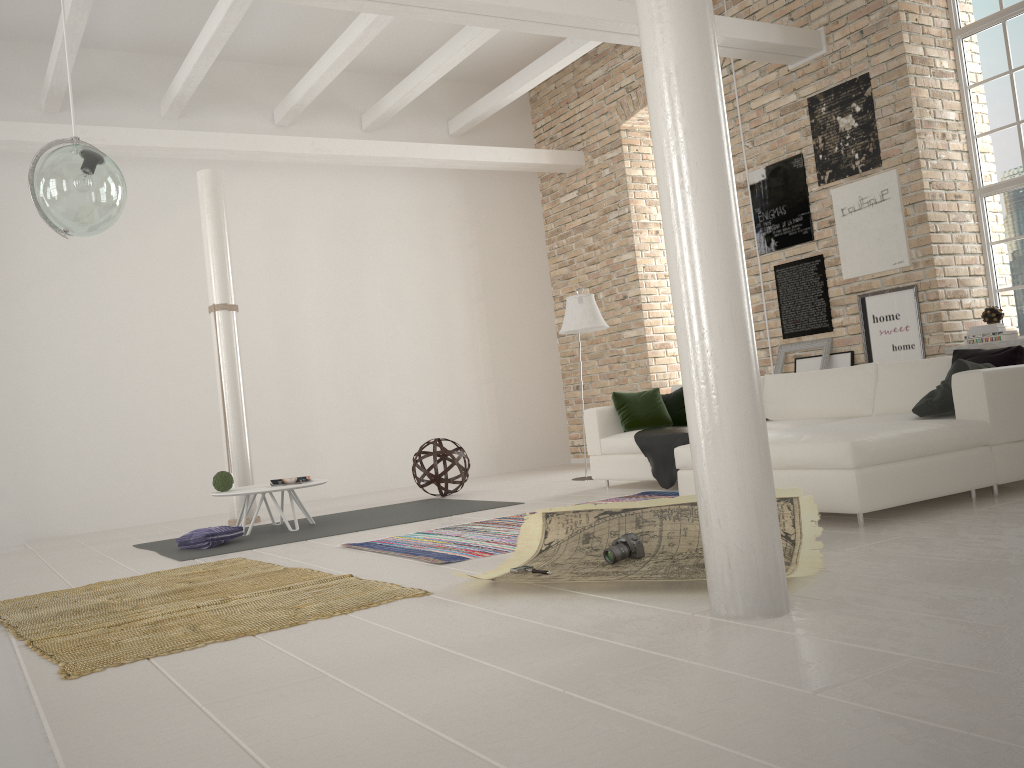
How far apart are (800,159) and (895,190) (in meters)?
0.97

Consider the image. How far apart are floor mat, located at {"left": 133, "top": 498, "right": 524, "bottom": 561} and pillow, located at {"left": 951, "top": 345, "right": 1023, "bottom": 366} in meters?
3.2 m

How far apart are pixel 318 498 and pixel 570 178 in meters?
4.9 m

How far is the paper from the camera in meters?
3.6 m

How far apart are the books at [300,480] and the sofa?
2.4 meters

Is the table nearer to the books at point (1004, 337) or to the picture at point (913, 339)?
the picture at point (913, 339)

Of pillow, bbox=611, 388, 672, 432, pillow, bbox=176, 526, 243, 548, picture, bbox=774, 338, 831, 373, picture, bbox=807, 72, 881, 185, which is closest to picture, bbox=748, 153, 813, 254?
picture, bbox=807, 72, 881, 185

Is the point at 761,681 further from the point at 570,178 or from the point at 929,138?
the point at 570,178

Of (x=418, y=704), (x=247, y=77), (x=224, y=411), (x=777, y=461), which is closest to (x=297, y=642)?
(x=418, y=704)

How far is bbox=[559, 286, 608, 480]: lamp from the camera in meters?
7.9 m
